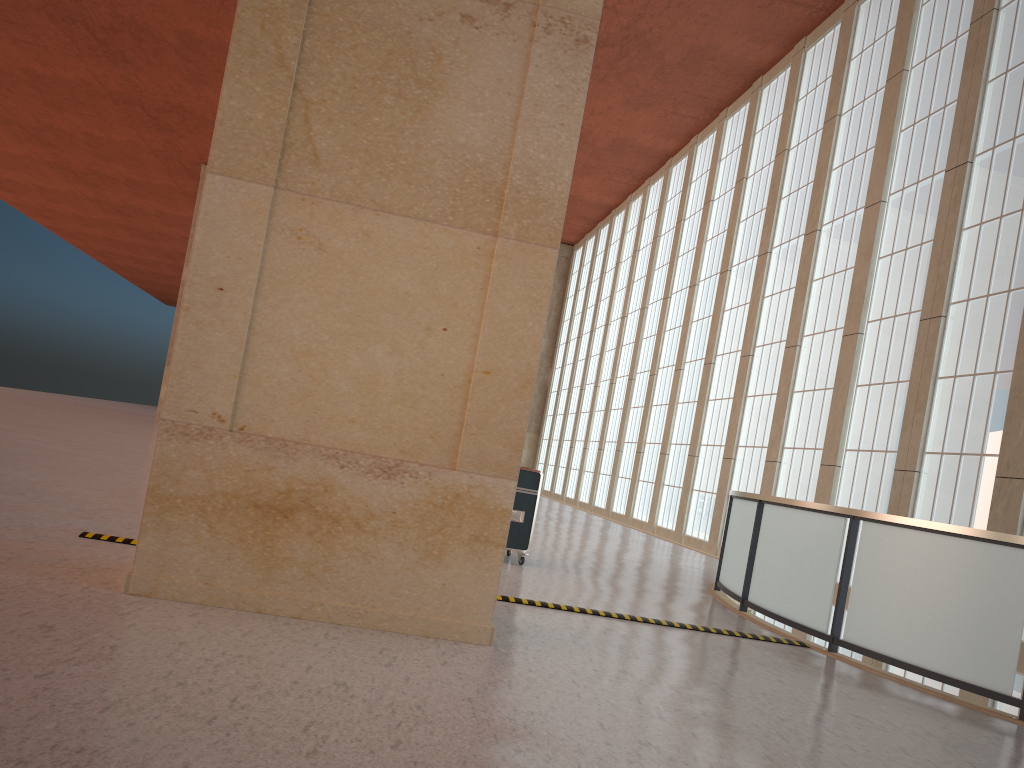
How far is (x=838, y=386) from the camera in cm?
2351

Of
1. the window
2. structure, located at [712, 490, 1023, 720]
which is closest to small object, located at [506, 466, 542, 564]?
structure, located at [712, 490, 1023, 720]

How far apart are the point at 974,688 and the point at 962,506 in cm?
1027

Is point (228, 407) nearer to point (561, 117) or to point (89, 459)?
point (561, 117)

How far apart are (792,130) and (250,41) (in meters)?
26.16

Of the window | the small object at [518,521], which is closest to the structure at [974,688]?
the small object at [518,521]

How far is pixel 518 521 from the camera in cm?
1387

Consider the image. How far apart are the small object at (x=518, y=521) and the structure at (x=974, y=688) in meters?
3.2

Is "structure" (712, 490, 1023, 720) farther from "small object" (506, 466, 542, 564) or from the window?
the window

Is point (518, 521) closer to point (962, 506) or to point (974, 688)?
point (974, 688)
